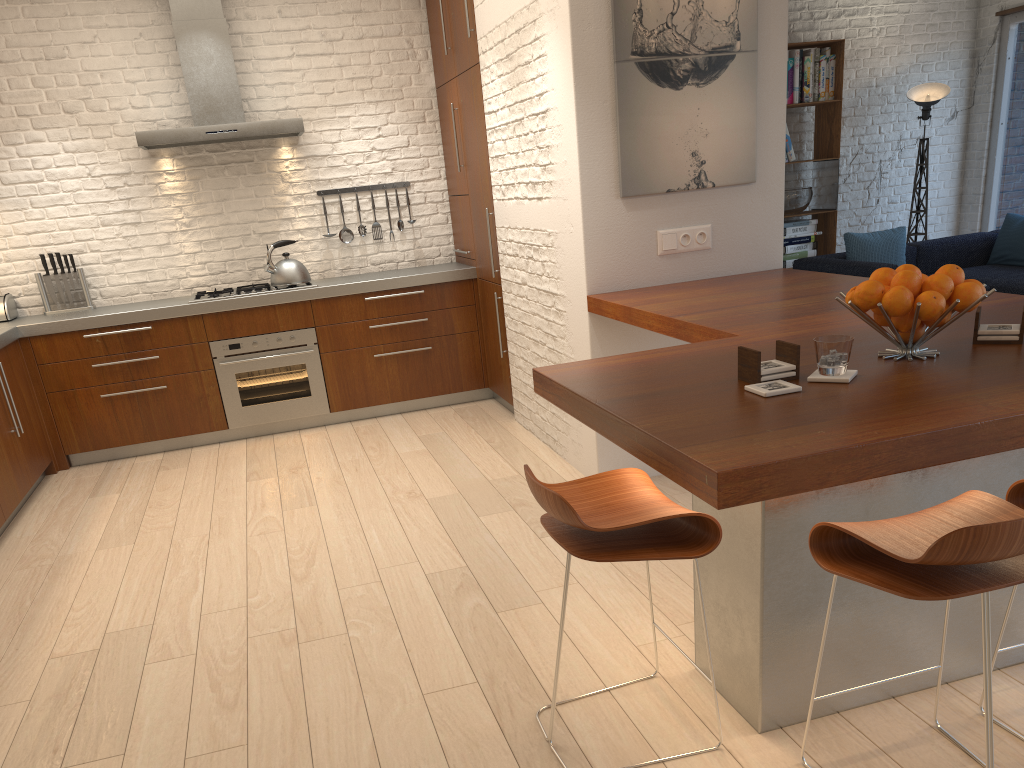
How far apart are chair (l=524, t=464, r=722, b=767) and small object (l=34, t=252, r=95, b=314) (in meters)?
4.71

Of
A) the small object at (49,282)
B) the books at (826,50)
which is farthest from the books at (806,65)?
the small object at (49,282)

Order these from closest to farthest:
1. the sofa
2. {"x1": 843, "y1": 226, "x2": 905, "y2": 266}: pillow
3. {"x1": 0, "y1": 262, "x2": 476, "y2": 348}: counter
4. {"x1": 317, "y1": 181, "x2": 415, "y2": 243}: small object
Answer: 1. {"x1": 0, "y1": 262, "x2": 476, "y2": 348}: counter
2. {"x1": 317, "y1": 181, "x2": 415, "y2": 243}: small object
3. the sofa
4. {"x1": 843, "y1": 226, "x2": 905, "y2": 266}: pillow

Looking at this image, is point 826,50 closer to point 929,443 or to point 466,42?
point 466,42

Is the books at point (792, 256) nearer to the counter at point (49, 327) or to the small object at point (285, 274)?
the counter at point (49, 327)

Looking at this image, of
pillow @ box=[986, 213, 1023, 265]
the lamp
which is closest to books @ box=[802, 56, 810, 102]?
the lamp

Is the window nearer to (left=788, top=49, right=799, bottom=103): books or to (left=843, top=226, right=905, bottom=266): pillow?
(left=843, top=226, right=905, bottom=266): pillow

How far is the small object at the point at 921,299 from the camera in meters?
2.1

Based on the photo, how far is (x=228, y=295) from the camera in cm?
574

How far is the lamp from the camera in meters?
7.5 m
